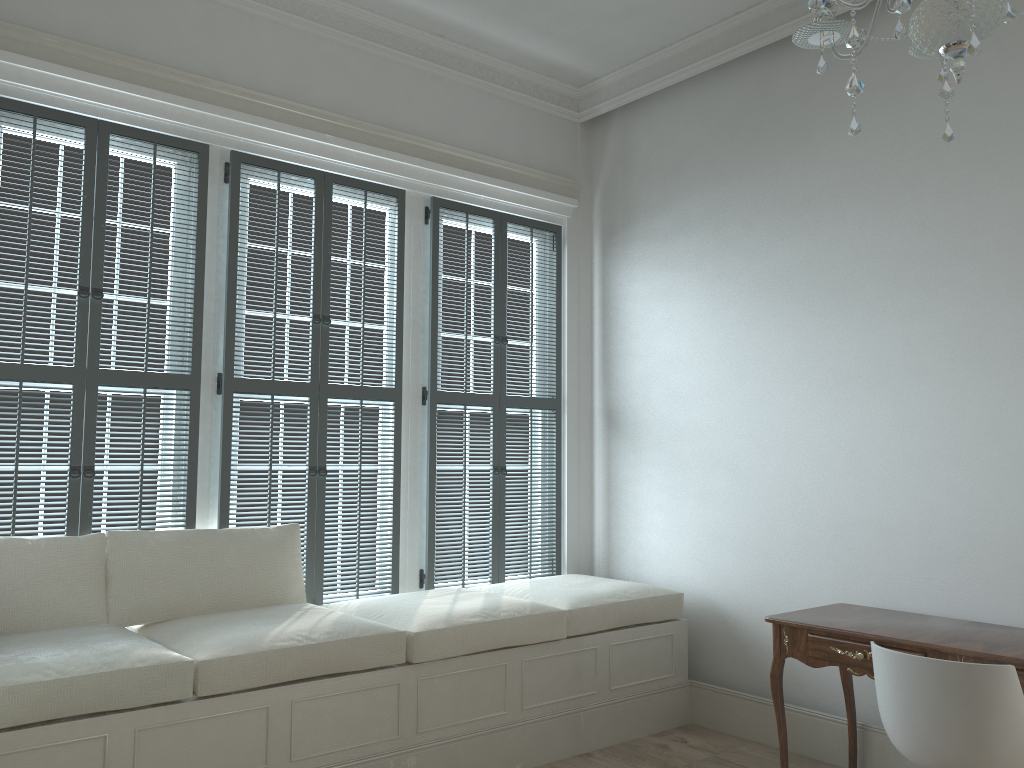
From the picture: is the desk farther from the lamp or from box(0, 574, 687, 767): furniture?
the lamp

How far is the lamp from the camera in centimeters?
152cm

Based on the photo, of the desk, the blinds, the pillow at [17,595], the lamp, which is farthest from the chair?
the pillow at [17,595]

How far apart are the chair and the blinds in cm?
219

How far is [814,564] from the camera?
3.9m

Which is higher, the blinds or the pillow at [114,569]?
the blinds

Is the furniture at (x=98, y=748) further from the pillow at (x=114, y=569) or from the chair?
the chair

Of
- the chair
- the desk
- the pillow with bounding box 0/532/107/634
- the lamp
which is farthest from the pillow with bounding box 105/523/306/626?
the lamp

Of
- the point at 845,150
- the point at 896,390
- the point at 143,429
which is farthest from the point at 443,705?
the point at 845,150

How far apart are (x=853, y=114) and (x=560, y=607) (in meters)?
2.60
